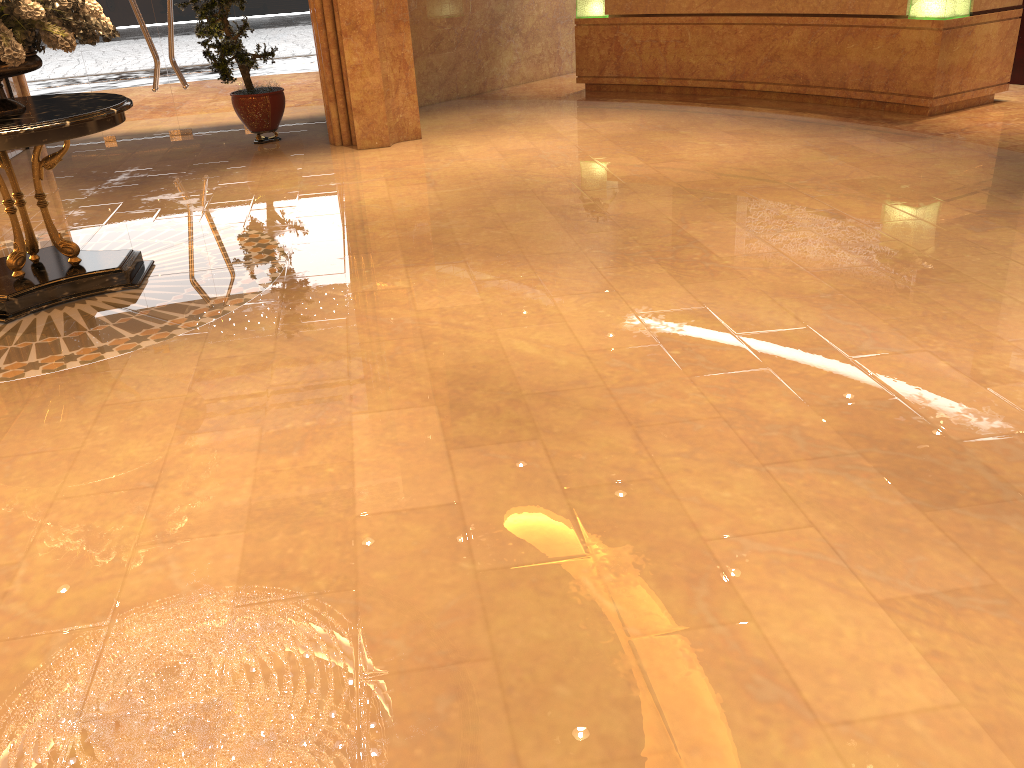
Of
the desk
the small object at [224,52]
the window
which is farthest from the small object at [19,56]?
the desk

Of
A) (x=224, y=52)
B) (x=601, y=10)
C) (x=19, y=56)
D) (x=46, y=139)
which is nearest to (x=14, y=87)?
(x=224, y=52)

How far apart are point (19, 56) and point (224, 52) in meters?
4.5

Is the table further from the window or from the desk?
the desk

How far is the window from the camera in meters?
10.1

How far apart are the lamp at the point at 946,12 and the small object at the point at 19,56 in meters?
7.3 m

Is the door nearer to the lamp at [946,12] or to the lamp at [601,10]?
the lamp at [601,10]

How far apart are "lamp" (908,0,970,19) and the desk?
0.1 meters

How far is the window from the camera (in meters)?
10.09

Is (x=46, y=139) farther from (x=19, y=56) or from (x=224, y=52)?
(x=224, y=52)
